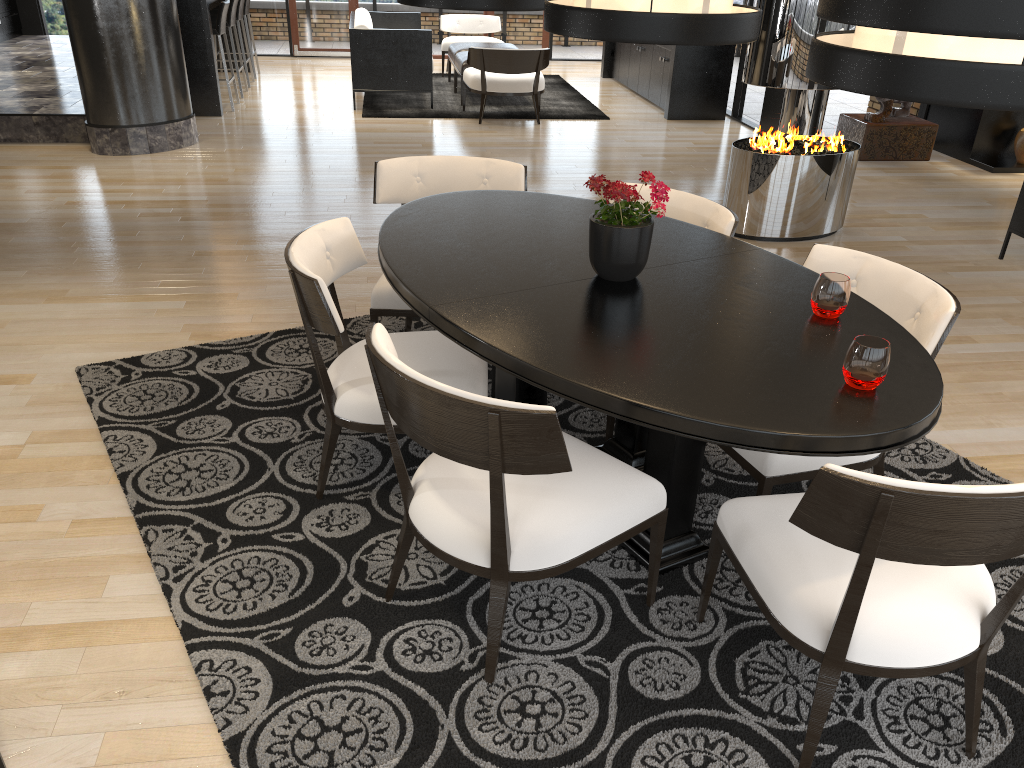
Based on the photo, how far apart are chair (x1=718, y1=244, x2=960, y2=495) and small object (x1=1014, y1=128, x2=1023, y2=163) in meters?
6.1

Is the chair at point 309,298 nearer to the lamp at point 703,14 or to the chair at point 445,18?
the lamp at point 703,14

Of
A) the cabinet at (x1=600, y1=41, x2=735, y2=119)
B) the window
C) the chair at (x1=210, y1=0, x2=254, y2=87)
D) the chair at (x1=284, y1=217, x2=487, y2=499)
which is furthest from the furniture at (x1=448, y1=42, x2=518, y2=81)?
the chair at (x1=284, y1=217, x2=487, y2=499)

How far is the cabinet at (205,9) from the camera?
8.3m

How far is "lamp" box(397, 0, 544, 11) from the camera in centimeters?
275cm

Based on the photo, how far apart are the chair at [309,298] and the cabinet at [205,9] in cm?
651

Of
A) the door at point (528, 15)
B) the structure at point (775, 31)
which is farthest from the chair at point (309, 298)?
the door at point (528, 15)

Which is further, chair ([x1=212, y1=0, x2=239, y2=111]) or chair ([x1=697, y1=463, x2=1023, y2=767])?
chair ([x1=212, y1=0, x2=239, y2=111])

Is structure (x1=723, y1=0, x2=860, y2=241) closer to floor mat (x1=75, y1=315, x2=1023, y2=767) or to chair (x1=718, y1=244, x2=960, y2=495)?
floor mat (x1=75, y1=315, x2=1023, y2=767)

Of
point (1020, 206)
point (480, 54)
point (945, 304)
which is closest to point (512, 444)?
point (945, 304)
